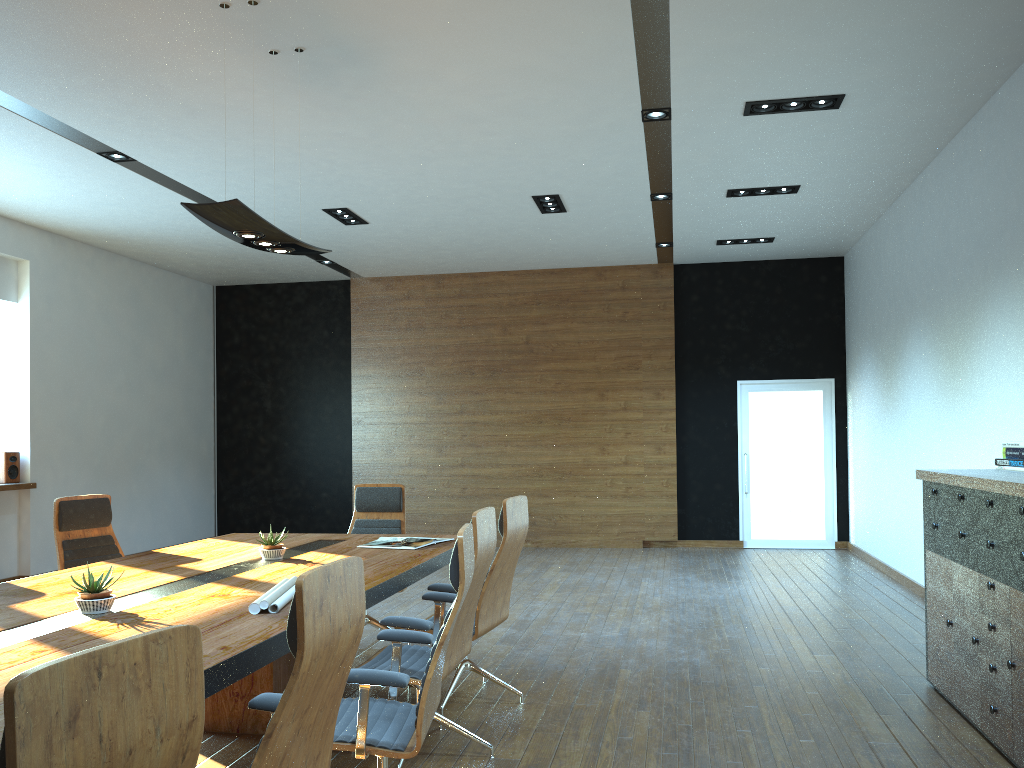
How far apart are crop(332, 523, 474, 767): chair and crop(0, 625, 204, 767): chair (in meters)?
1.31

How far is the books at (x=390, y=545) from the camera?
5.3m

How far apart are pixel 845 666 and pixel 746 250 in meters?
6.5 m

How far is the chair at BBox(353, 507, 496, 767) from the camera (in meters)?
3.81

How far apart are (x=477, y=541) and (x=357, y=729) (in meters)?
1.10

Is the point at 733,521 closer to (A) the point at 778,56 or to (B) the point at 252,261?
(B) the point at 252,261

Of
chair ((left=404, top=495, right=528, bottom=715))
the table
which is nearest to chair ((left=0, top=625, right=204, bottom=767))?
the table

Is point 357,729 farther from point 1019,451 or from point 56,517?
point 1019,451

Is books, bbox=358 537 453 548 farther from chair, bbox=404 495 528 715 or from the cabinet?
the cabinet

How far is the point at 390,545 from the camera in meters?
5.3 m
